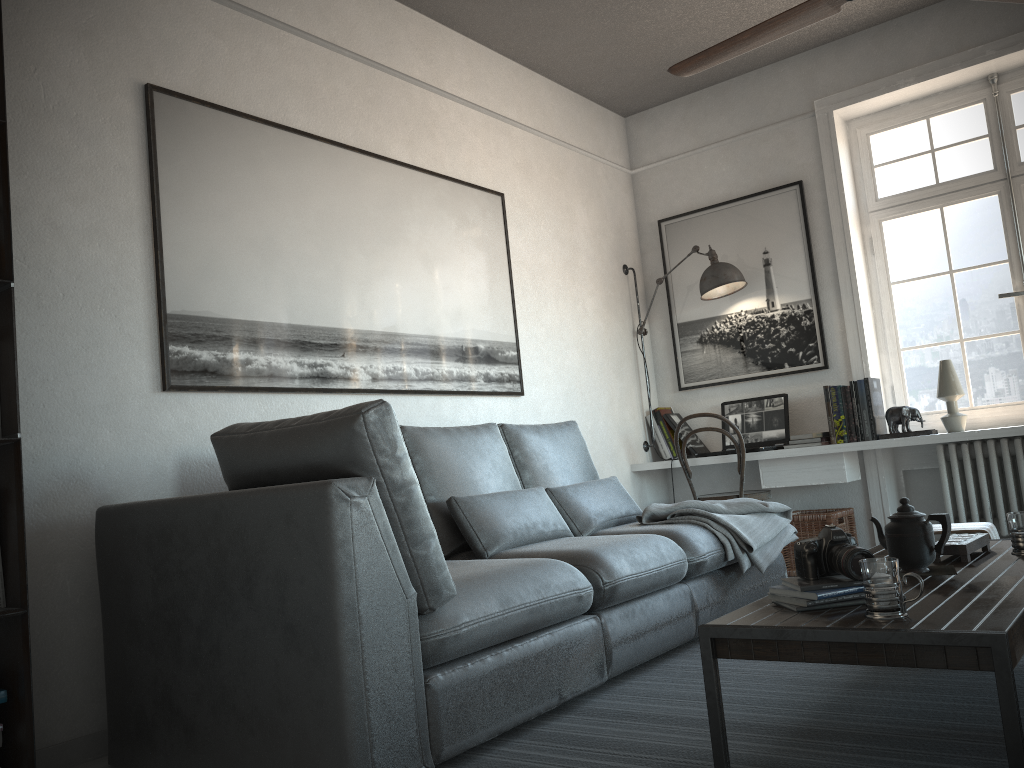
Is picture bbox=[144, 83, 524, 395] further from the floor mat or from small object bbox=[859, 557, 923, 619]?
small object bbox=[859, 557, 923, 619]

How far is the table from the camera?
1.58m

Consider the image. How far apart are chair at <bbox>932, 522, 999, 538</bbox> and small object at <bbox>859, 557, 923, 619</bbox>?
1.38m

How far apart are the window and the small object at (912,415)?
0.4 meters

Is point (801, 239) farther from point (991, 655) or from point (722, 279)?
point (991, 655)

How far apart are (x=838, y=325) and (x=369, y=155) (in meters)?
2.75

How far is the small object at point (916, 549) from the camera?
2.3m

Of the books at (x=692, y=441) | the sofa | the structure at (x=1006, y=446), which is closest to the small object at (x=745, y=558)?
the sofa

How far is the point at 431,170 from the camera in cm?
412

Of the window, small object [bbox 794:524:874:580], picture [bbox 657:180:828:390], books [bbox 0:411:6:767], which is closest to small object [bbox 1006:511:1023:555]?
small object [bbox 794:524:874:580]
